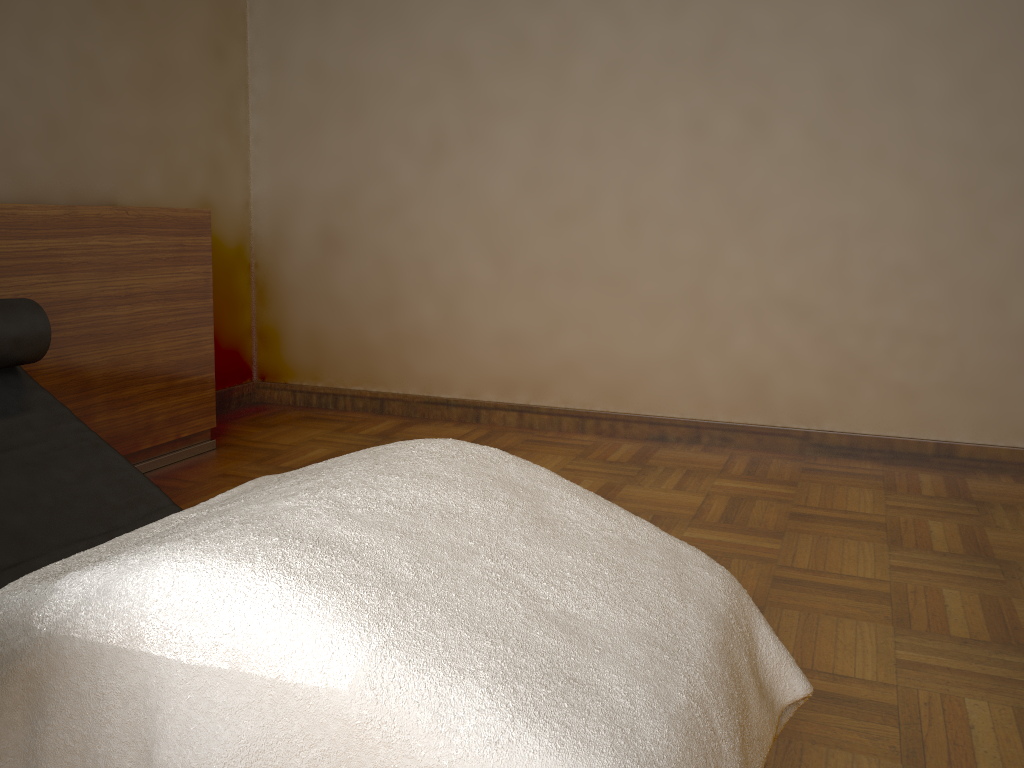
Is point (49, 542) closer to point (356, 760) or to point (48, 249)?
point (356, 760)

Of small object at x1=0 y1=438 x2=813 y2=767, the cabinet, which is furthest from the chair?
the cabinet

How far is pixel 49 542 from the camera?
1.4m

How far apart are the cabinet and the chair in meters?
0.9 m

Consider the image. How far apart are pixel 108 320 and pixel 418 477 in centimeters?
199cm

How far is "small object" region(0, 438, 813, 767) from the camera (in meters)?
0.84

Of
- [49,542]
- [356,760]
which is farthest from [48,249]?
[356,760]

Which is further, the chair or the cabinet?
the cabinet

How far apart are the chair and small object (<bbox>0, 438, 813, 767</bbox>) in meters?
0.3

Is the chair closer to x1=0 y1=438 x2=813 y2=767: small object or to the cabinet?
x1=0 y1=438 x2=813 y2=767: small object
